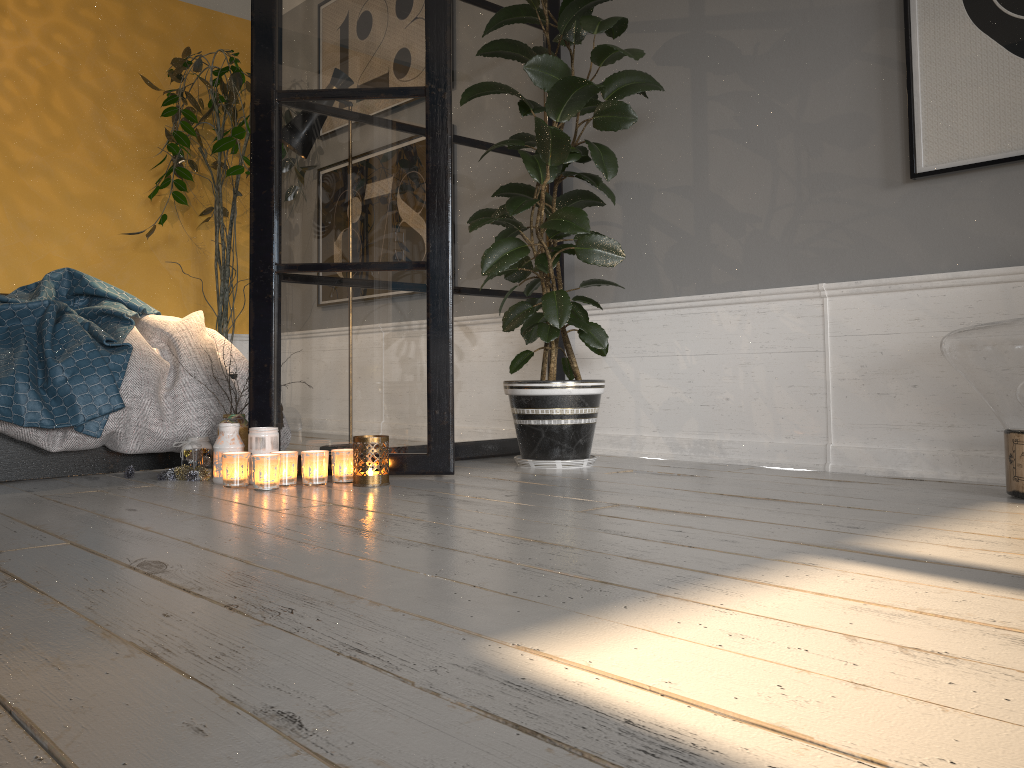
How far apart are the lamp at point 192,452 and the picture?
2.3 meters

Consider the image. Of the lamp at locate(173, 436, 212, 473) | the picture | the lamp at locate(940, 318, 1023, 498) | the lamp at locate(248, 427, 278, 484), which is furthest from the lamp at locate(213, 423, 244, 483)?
the picture

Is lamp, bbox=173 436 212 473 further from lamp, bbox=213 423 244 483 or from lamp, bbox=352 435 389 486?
lamp, bbox=352 435 389 486

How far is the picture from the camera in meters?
2.4

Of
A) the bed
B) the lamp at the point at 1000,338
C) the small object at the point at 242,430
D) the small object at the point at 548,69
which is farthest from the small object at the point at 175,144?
the lamp at the point at 1000,338

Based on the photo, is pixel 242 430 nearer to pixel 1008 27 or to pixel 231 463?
pixel 231 463

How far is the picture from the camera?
2.4 meters

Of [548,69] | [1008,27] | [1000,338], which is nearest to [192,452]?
[548,69]

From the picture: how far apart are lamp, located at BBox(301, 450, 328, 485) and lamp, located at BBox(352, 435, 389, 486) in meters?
0.1 m

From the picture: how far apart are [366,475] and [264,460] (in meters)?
0.29
